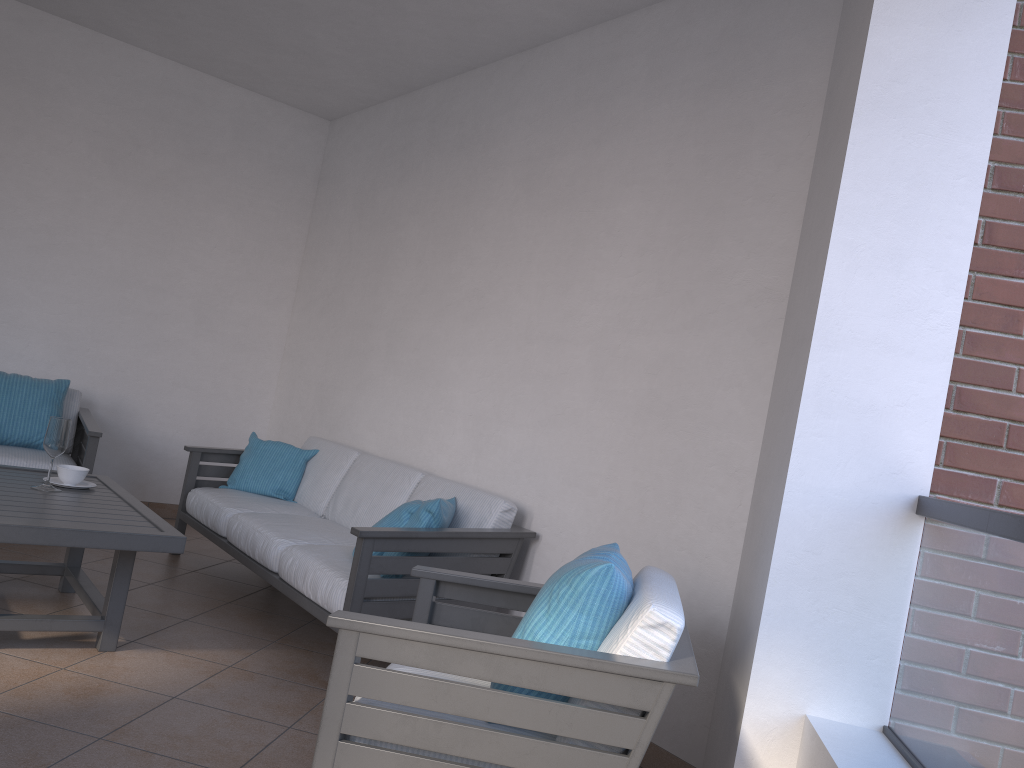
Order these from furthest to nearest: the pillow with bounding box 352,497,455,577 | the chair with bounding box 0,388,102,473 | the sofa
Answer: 1. the chair with bounding box 0,388,102,473
2. the pillow with bounding box 352,497,455,577
3. the sofa

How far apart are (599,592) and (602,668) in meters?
0.2 m

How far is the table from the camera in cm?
286

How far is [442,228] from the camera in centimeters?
477cm

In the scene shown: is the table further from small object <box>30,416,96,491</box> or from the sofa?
the sofa

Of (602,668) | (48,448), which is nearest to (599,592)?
(602,668)

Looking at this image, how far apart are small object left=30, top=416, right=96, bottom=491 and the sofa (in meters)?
0.70

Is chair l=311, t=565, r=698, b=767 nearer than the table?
Yes

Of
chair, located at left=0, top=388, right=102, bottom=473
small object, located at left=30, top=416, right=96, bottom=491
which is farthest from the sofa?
small object, located at left=30, top=416, right=96, bottom=491

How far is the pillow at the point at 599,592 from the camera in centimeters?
203cm
